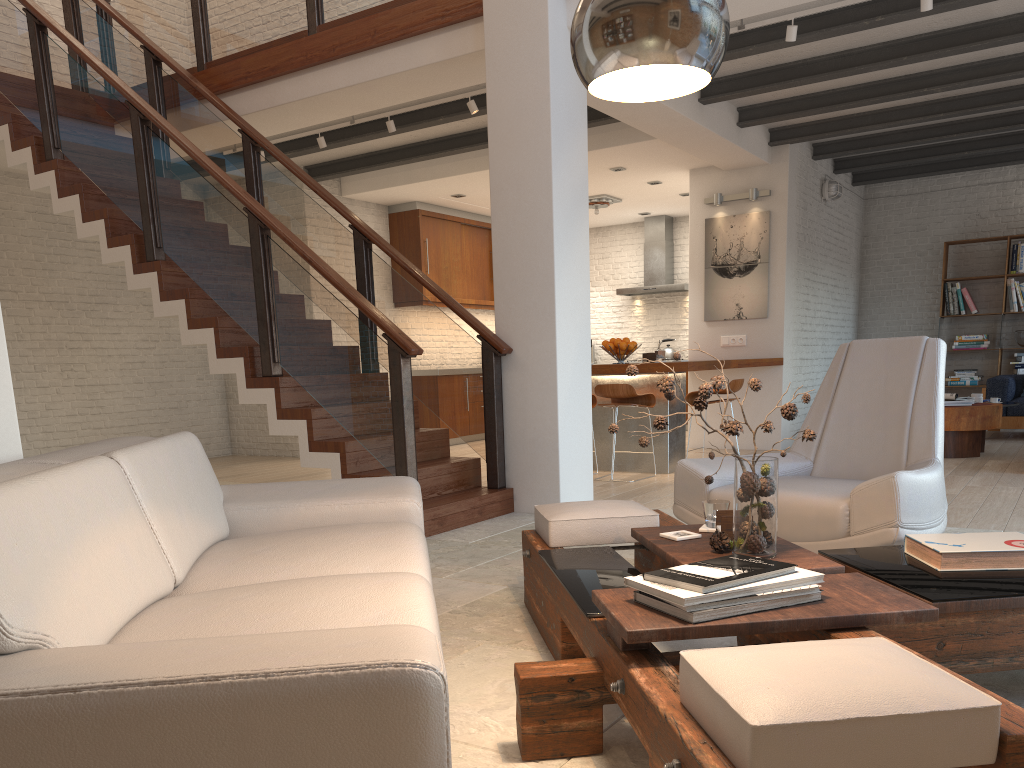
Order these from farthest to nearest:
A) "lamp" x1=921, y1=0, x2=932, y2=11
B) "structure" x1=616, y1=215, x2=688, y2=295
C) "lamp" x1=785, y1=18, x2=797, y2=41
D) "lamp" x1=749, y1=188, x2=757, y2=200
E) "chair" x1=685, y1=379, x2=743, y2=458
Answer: "structure" x1=616, y1=215, x2=688, y2=295 < "lamp" x1=749, y1=188, x2=757, y2=200 < "chair" x1=685, y1=379, x2=743, y2=458 < "lamp" x1=785, y1=18, x2=797, y2=41 < "lamp" x1=921, y1=0, x2=932, y2=11

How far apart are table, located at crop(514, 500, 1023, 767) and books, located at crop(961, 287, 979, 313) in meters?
8.9 m

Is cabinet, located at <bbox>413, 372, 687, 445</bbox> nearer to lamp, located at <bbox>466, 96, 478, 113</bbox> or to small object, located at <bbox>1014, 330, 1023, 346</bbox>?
lamp, located at <bbox>466, 96, 478, 113</bbox>

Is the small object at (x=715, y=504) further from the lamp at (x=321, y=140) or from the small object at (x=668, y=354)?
the small object at (x=668, y=354)

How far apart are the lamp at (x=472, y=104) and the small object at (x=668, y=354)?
5.9m

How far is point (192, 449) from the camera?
2.96m

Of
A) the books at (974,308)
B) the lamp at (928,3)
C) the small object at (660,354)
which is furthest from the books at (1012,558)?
the books at (974,308)

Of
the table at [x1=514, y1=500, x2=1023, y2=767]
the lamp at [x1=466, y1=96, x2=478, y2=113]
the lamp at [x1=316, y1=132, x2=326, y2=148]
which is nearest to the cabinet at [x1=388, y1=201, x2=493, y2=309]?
the lamp at [x1=316, y1=132, x2=326, y2=148]

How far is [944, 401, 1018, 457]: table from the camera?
7.6m

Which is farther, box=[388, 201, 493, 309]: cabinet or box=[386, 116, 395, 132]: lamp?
box=[388, 201, 493, 309]: cabinet
